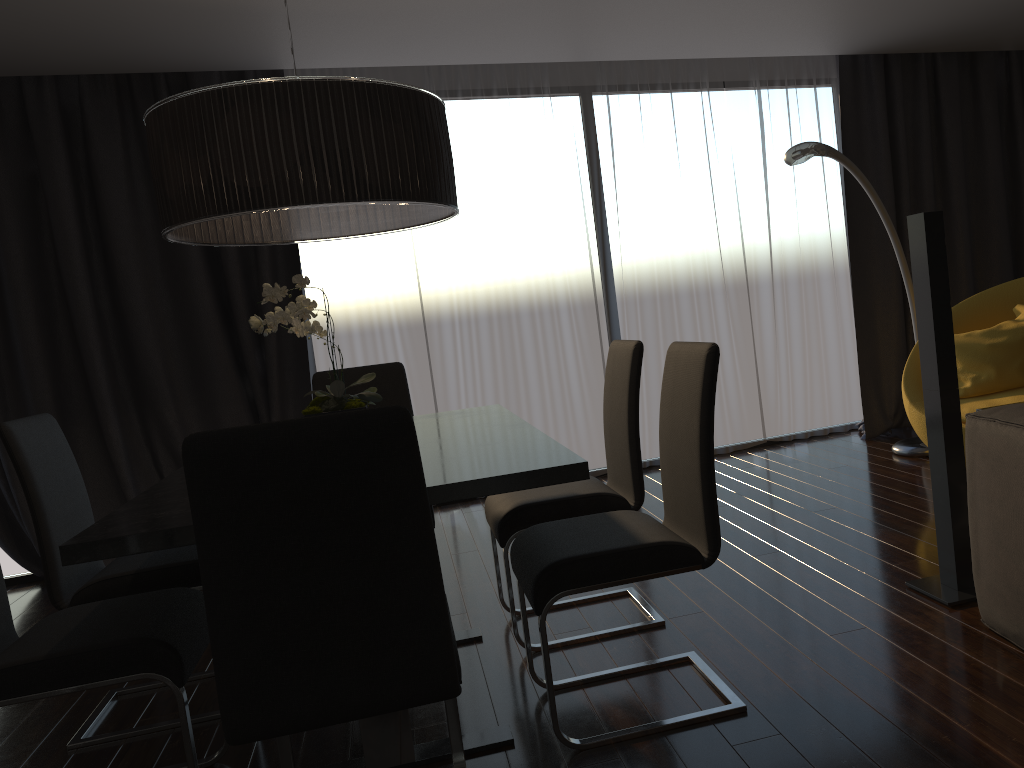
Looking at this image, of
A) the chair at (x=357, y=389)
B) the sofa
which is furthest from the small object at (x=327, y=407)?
the sofa

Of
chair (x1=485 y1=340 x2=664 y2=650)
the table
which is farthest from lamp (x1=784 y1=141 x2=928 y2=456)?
the table

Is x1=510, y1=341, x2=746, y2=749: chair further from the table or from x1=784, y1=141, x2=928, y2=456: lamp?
x1=784, y1=141, x2=928, y2=456: lamp

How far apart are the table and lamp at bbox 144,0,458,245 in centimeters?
66cm

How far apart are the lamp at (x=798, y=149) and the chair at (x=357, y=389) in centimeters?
202cm

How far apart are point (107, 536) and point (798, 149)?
3.4m

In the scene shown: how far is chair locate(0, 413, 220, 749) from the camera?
2.64m

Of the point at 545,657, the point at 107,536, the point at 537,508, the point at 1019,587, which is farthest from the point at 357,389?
the point at 1019,587

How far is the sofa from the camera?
2.2 meters

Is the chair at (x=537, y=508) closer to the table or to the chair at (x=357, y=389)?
the table
